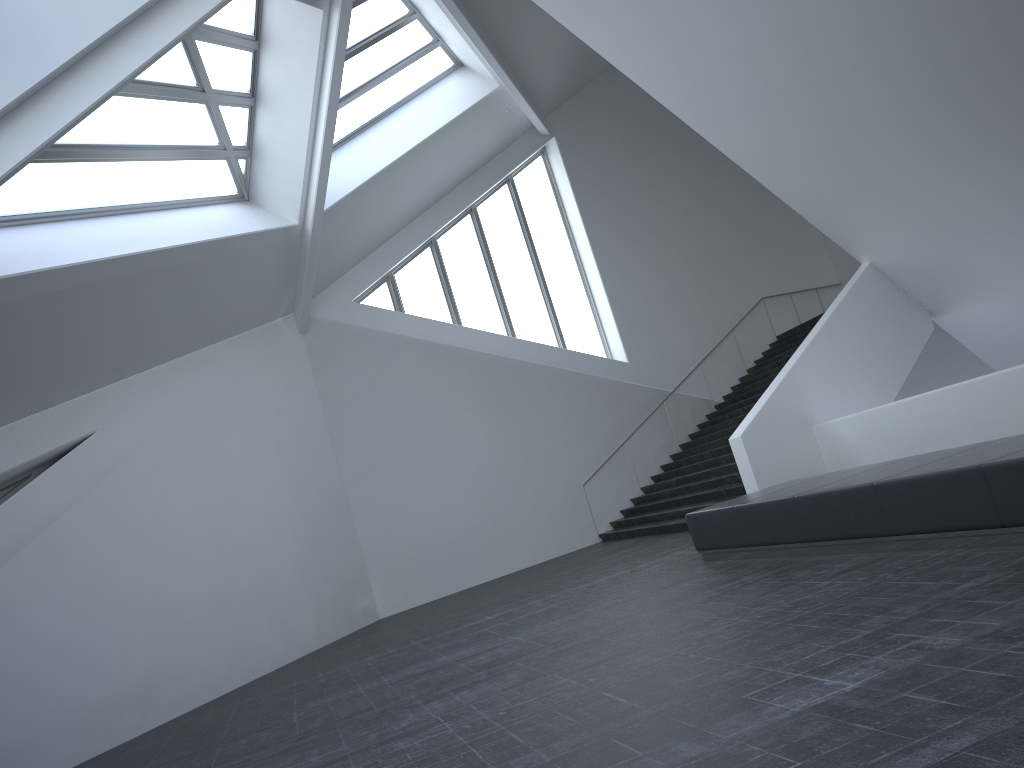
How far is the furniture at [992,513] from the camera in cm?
597

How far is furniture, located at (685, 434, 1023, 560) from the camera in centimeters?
597cm

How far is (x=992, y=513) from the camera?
6.0m
